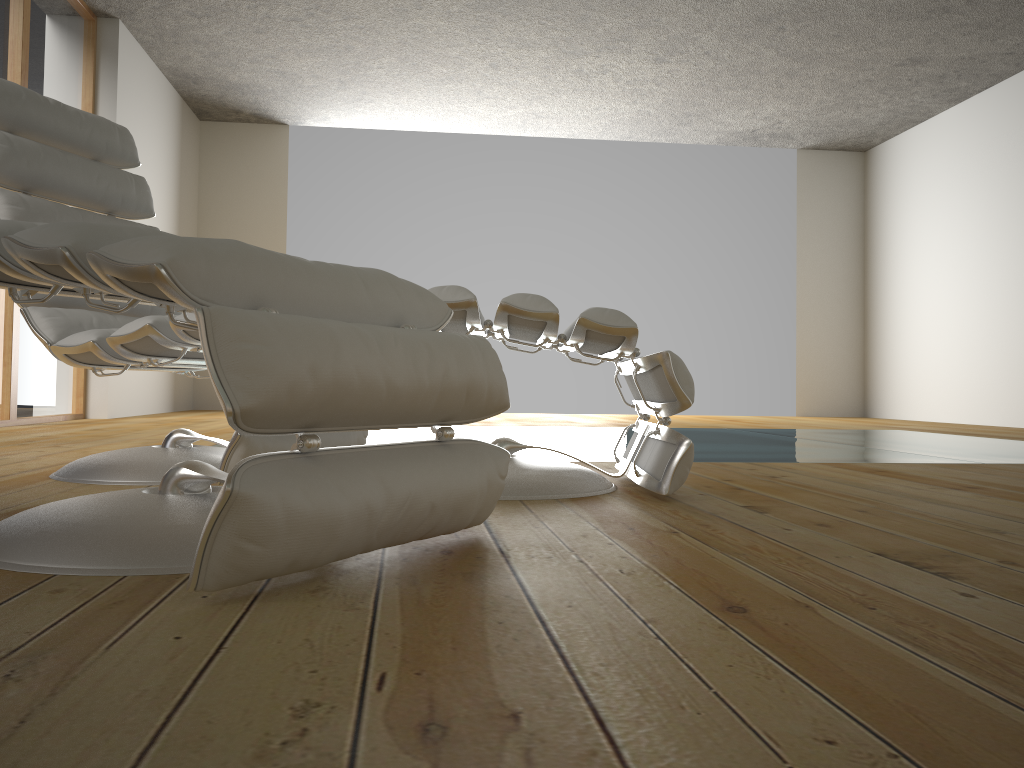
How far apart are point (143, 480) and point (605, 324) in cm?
106

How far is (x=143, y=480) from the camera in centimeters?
193cm

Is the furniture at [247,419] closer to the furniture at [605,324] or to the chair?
the furniture at [605,324]

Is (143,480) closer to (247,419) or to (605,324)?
(605,324)

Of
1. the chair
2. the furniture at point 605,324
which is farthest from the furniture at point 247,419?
the chair

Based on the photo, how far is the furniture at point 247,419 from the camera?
0.9m

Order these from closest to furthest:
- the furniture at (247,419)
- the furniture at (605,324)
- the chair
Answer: the furniture at (247,419)
the furniture at (605,324)
the chair

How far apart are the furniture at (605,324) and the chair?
0.40m

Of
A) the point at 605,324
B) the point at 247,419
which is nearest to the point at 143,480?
the point at 605,324

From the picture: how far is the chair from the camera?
1.9m
